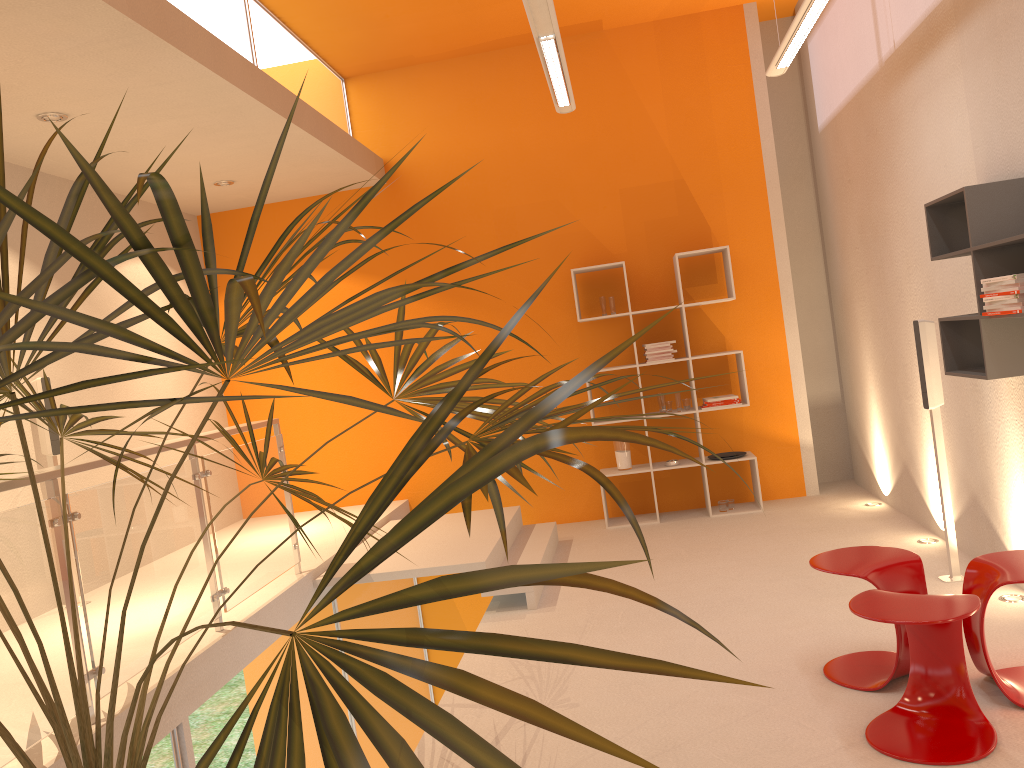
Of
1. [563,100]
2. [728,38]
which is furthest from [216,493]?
[728,38]

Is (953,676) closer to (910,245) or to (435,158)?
(910,245)

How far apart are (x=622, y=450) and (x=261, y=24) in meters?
3.9 m

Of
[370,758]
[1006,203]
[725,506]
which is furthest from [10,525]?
[725,506]

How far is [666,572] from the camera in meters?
5.3

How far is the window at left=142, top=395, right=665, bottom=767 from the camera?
3.4 meters

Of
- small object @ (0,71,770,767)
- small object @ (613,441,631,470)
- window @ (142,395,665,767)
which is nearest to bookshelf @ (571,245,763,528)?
small object @ (613,441,631,470)

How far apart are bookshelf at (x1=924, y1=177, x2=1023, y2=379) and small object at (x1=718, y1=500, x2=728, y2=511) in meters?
2.8 m

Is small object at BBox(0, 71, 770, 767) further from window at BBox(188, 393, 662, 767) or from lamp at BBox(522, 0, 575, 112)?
lamp at BBox(522, 0, 575, 112)

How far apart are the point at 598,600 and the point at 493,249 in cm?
326
